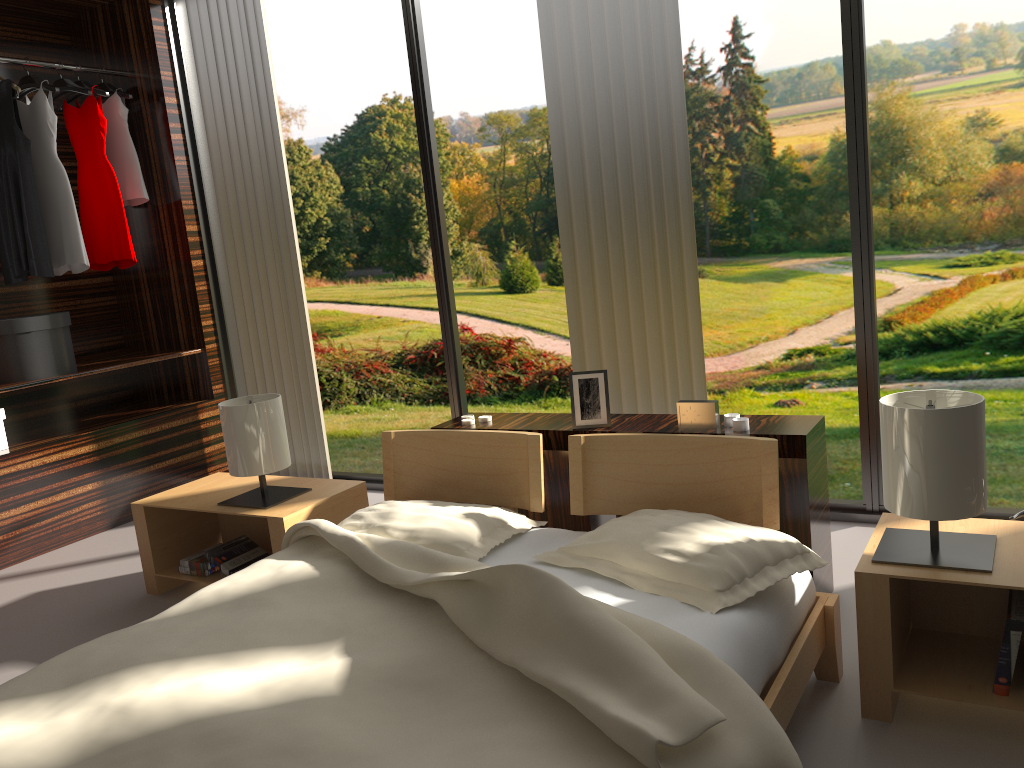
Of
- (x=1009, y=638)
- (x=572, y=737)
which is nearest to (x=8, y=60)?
(x=572, y=737)

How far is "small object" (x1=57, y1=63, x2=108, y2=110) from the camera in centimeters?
406cm

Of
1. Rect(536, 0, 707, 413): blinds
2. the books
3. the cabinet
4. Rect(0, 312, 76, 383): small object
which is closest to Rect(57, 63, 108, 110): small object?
Rect(0, 312, 76, 383): small object

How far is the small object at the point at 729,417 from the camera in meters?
2.4 m

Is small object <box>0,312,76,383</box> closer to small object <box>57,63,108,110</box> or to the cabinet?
small object <box>57,63,108,110</box>

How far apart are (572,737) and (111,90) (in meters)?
3.97

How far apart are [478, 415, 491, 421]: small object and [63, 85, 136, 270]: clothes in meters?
2.3

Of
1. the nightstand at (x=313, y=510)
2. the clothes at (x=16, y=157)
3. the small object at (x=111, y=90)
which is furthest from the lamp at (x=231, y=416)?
the small object at (x=111, y=90)

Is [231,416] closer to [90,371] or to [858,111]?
[90,371]

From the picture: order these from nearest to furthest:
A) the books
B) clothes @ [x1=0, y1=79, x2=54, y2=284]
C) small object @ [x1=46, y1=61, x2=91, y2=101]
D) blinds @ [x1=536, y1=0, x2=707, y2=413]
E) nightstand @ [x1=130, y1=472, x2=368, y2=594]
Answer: Result: 1. the books
2. nightstand @ [x1=130, y1=472, x2=368, y2=594]
3. blinds @ [x1=536, y1=0, x2=707, y2=413]
4. clothes @ [x1=0, y1=79, x2=54, y2=284]
5. small object @ [x1=46, y1=61, x2=91, y2=101]
